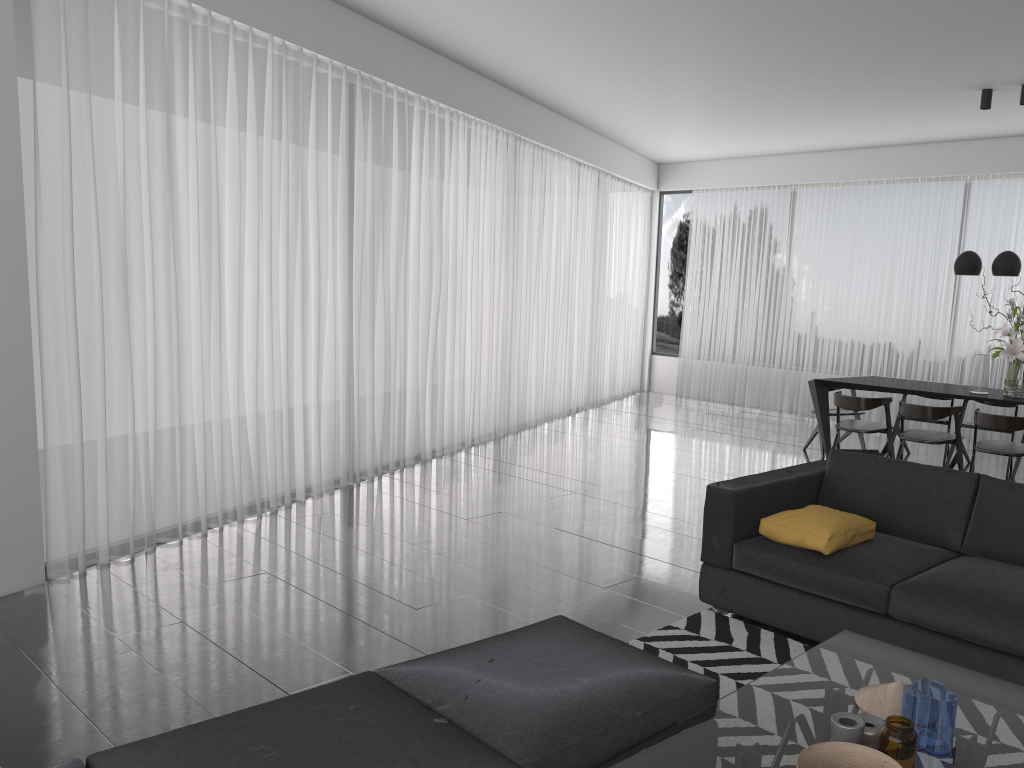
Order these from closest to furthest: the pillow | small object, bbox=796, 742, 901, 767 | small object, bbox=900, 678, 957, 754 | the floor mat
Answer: small object, bbox=796, 742, 901, 767 < small object, bbox=900, 678, 957, 754 < the floor mat < the pillow

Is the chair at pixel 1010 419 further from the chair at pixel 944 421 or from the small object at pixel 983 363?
the chair at pixel 944 421

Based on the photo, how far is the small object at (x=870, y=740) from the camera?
2.1 meters

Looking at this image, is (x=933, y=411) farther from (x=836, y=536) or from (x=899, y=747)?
(x=899, y=747)

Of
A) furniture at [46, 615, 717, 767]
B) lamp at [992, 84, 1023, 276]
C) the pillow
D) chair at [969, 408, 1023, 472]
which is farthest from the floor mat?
lamp at [992, 84, 1023, 276]

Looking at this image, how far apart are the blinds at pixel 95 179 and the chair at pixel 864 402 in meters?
3.0

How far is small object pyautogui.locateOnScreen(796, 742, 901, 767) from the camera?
2.0 meters

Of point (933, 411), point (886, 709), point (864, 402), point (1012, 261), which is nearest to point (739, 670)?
point (886, 709)

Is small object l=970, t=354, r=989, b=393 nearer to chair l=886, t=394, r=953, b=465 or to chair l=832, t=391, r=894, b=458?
chair l=832, t=391, r=894, b=458

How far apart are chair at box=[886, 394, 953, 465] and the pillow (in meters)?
4.36
